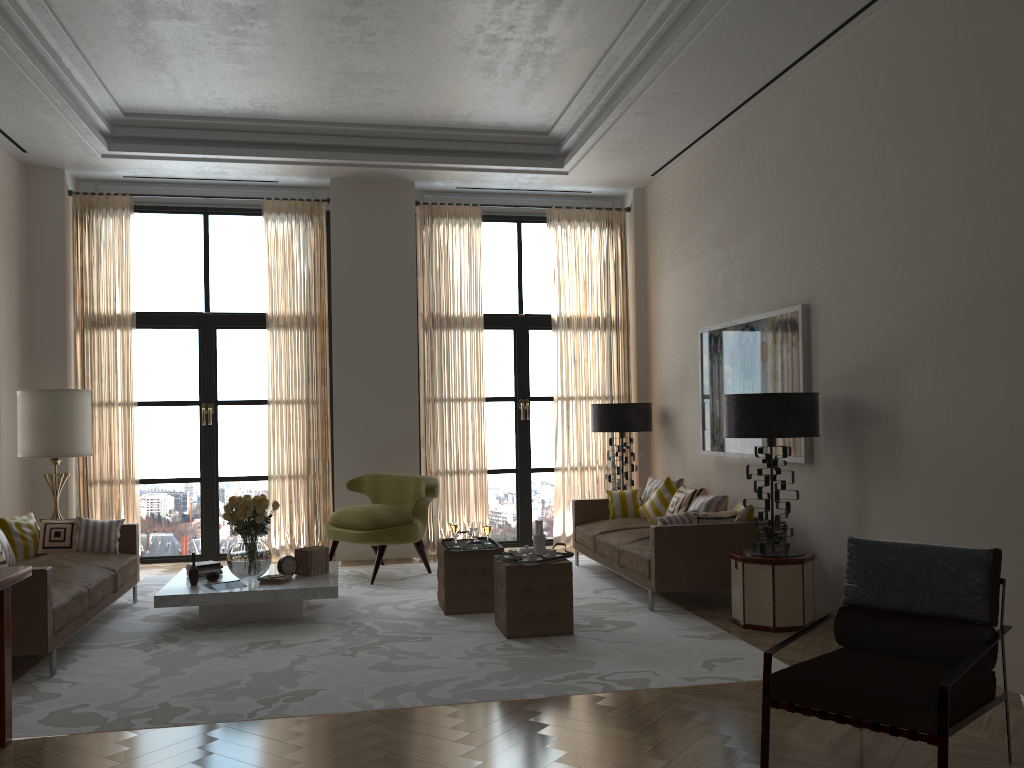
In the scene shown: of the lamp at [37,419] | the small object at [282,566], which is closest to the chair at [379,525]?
the small object at [282,566]

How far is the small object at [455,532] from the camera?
8.42m

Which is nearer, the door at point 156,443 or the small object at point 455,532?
the small object at point 455,532

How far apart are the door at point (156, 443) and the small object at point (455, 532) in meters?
4.6 m

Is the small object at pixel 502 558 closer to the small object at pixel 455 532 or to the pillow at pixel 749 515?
the small object at pixel 455 532

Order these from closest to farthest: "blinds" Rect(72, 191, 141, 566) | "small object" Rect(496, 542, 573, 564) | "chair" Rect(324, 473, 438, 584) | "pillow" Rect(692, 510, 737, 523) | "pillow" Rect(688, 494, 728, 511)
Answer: "small object" Rect(496, 542, 573, 564) < "pillow" Rect(692, 510, 737, 523) < "pillow" Rect(688, 494, 728, 511) < "chair" Rect(324, 473, 438, 584) < "blinds" Rect(72, 191, 141, 566)

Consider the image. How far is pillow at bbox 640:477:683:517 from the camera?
10.7 meters

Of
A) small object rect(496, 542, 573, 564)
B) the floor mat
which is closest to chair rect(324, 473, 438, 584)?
the floor mat

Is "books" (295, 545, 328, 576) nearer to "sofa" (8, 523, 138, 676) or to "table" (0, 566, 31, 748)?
"sofa" (8, 523, 138, 676)

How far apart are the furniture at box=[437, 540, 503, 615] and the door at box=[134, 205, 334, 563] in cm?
436
